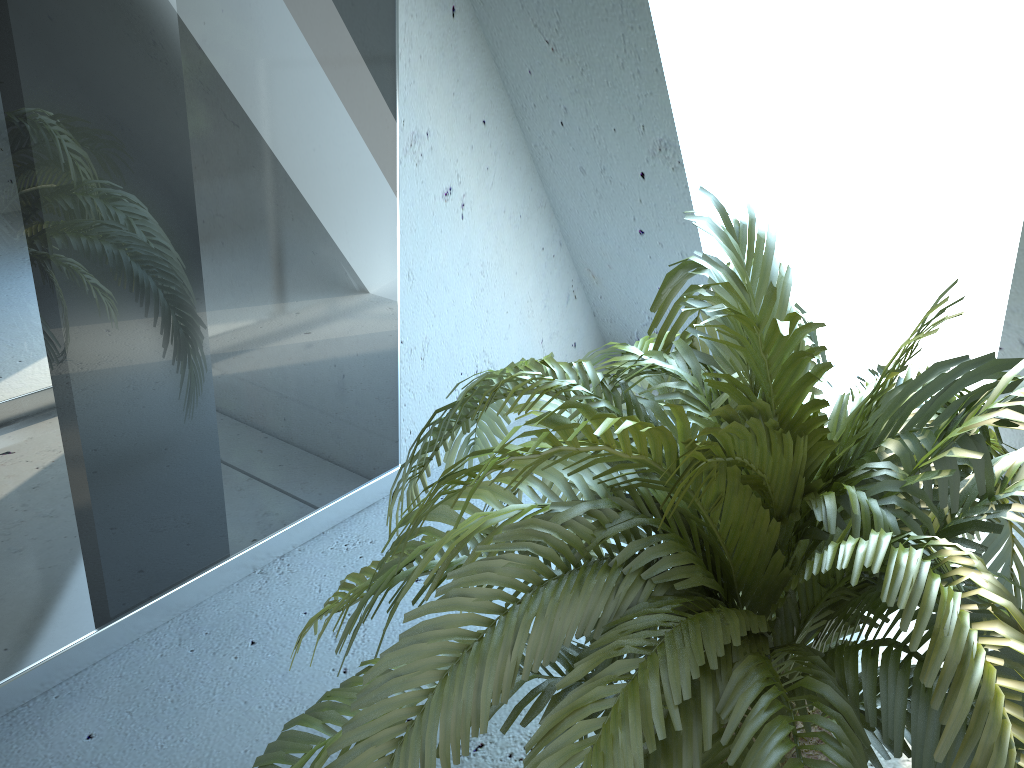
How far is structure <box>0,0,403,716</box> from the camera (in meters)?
1.26

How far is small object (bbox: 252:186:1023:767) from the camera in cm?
73

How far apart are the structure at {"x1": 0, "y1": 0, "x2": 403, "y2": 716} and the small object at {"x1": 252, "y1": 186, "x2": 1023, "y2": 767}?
0.4m

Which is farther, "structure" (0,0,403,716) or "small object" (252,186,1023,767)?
"structure" (0,0,403,716)

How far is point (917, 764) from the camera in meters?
0.7 m

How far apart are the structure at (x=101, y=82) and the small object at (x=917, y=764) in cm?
39

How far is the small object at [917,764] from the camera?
0.7 meters

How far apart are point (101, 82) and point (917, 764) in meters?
1.3 m
